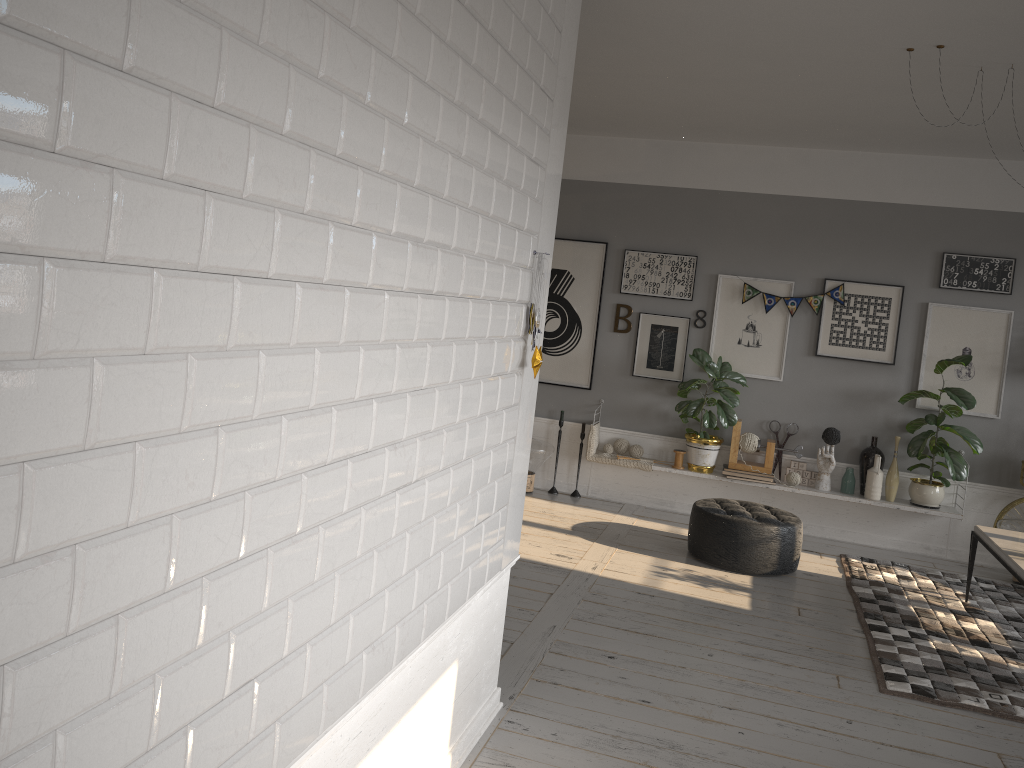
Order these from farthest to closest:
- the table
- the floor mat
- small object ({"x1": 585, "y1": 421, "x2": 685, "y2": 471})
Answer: small object ({"x1": 585, "y1": 421, "x2": 685, "y2": 471}) → the table → the floor mat

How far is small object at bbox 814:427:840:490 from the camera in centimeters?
671cm

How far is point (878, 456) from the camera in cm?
656

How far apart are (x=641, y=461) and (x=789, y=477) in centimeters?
113cm

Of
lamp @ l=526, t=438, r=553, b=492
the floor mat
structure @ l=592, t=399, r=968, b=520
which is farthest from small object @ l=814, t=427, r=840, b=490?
lamp @ l=526, t=438, r=553, b=492

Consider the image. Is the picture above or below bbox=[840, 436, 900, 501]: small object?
above

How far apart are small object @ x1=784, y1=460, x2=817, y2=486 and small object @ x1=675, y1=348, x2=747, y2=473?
0.6 meters

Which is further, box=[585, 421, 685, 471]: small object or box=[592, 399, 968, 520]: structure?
box=[585, 421, 685, 471]: small object

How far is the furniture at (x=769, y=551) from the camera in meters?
5.6

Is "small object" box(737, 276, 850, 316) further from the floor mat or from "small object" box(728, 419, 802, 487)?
the floor mat
